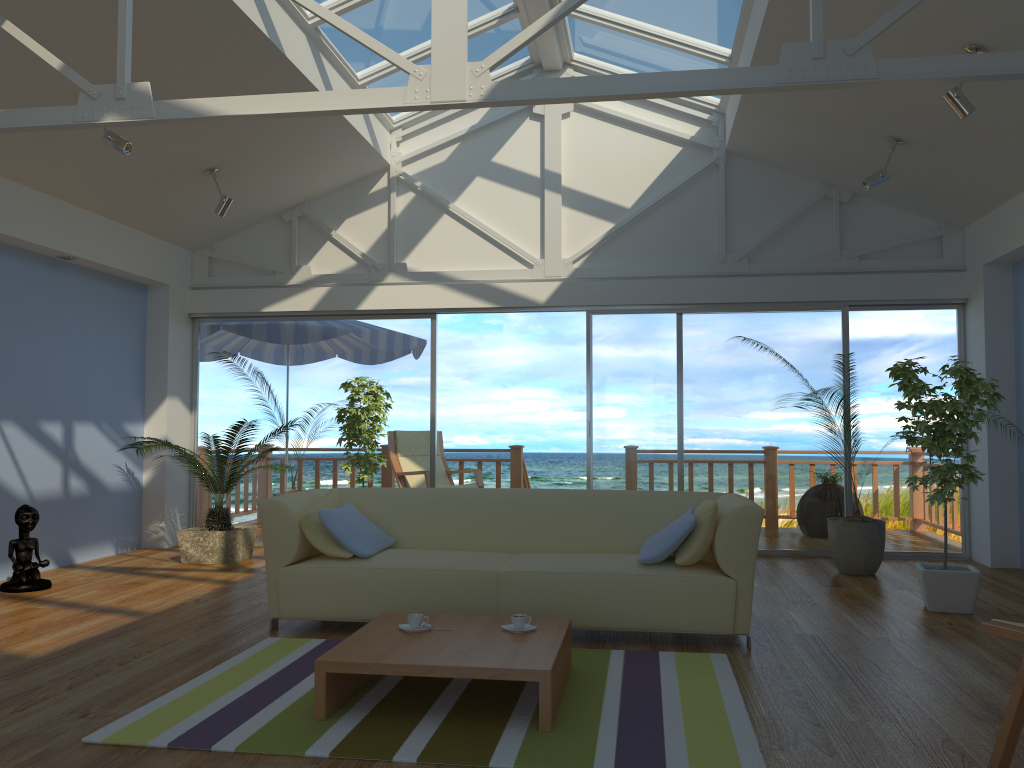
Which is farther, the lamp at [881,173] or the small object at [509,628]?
the lamp at [881,173]

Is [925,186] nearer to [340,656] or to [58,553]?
[340,656]

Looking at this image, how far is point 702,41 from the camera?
6.2m

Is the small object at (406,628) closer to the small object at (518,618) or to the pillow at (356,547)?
the small object at (518,618)

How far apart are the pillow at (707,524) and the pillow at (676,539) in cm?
4

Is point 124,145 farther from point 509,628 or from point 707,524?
point 707,524

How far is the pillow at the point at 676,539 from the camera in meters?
4.1

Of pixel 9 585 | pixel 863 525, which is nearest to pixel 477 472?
pixel 863 525

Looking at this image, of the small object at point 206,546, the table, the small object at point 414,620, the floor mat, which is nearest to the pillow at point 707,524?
the floor mat

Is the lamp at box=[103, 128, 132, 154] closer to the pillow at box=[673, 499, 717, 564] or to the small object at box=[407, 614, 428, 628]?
the small object at box=[407, 614, 428, 628]
